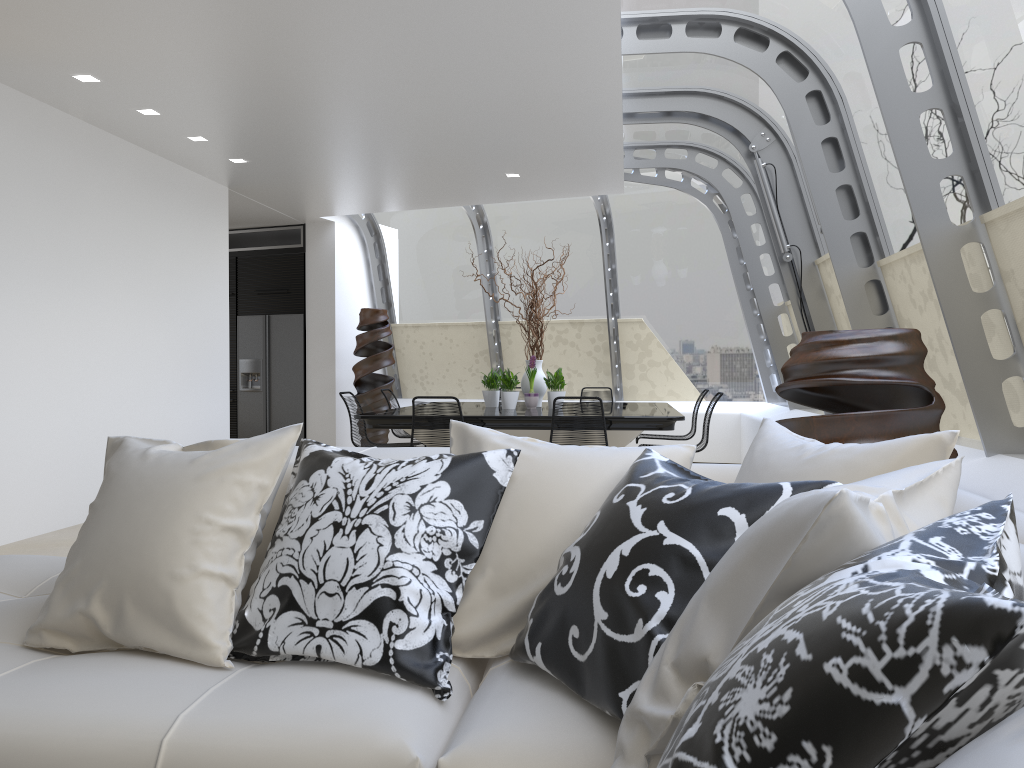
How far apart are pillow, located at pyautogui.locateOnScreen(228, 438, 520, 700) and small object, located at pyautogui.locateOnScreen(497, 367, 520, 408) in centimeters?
551cm

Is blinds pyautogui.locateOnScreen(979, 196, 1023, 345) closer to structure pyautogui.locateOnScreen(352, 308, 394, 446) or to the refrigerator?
structure pyautogui.locateOnScreen(352, 308, 394, 446)

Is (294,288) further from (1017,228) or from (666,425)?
(1017,228)

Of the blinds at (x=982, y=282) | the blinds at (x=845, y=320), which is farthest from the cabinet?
the blinds at (x=982, y=282)

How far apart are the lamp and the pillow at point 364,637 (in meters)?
4.40

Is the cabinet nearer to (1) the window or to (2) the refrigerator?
(2) the refrigerator

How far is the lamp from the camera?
5.5m

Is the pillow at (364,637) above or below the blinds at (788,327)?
below

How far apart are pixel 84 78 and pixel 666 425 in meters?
4.5 m

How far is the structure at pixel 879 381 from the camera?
3.0m
